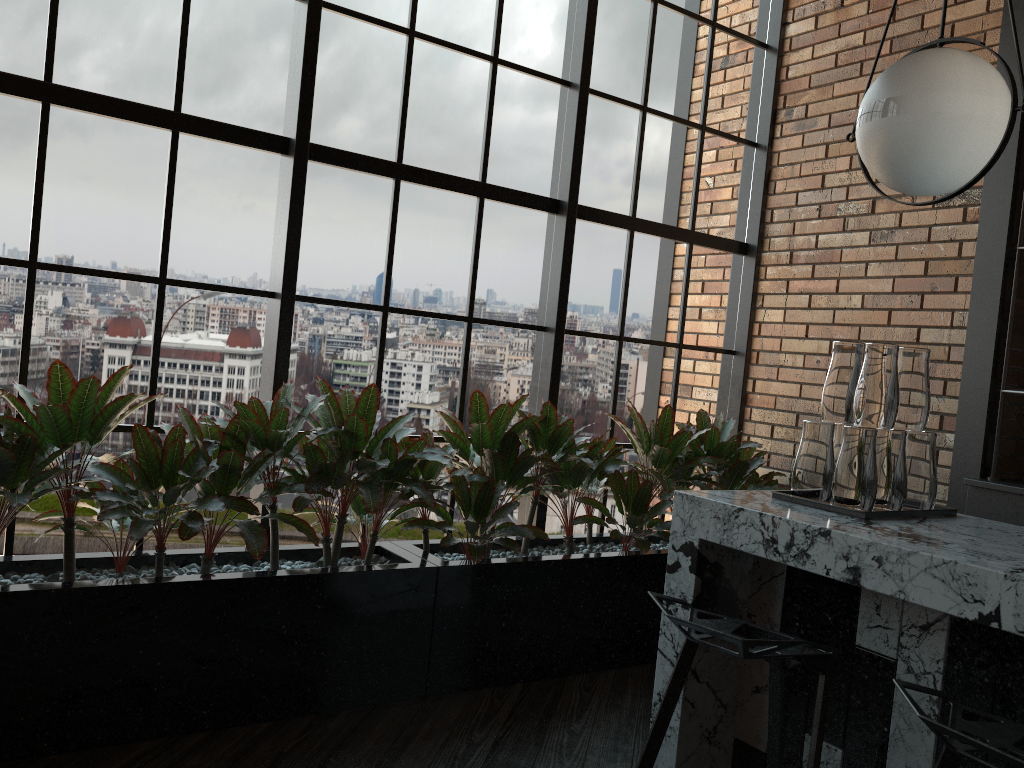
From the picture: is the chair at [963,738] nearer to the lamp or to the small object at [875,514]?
the small object at [875,514]

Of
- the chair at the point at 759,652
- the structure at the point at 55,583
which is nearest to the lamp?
the chair at the point at 759,652

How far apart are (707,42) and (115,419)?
3.28m

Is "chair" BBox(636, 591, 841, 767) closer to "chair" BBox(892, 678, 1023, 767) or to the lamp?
"chair" BBox(892, 678, 1023, 767)

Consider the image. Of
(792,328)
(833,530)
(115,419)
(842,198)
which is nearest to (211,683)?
(115,419)

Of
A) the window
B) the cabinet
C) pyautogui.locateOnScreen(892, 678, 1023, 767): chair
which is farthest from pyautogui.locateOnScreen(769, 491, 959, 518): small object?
the window

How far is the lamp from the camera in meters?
2.0

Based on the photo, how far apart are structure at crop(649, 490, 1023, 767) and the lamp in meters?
0.8 m

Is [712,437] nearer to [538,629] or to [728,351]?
[728,351]

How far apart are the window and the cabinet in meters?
1.1 m
